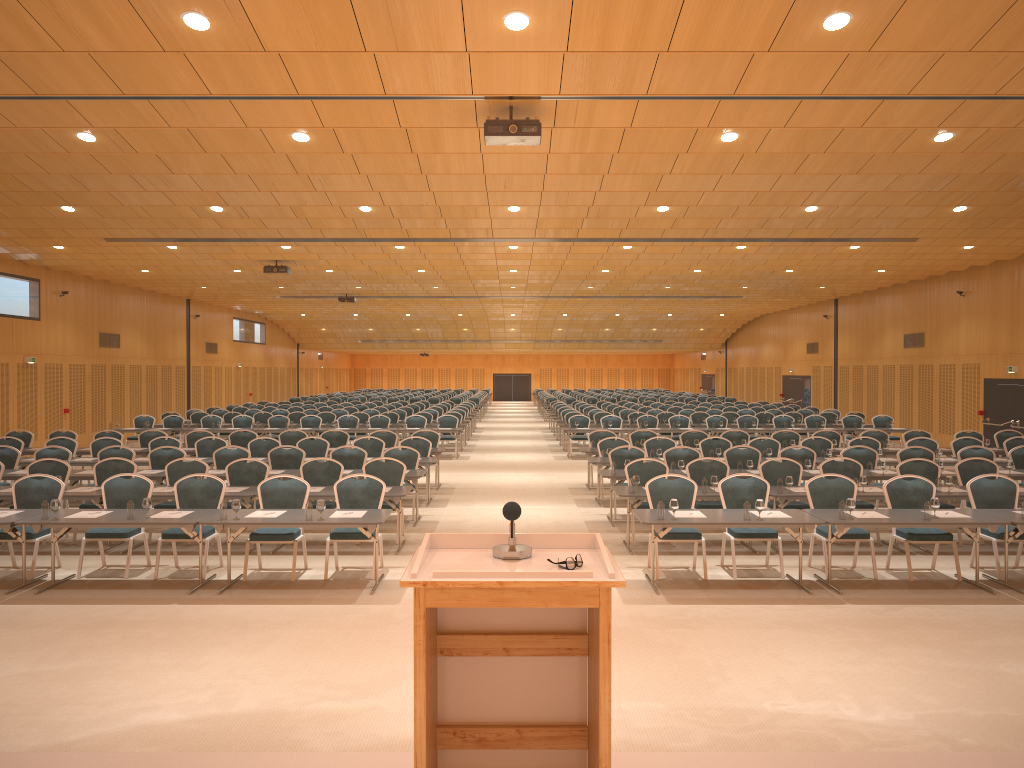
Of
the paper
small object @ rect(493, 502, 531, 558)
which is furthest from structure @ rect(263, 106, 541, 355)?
small object @ rect(493, 502, 531, 558)

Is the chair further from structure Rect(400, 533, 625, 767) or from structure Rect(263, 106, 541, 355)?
structure Rect(400, 533, 625, 767)

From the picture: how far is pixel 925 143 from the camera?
10.71m

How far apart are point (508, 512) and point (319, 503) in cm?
623

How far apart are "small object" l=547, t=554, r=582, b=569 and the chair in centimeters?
689cm

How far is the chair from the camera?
10.4 meters

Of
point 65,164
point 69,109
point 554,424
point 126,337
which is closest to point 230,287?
point 126,337

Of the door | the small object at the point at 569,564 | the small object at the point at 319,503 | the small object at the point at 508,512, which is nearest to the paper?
the small object at the point at 319,503

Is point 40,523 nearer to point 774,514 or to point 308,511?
point 308,511

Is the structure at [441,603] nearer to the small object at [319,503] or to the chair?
the small object at [319,503]
